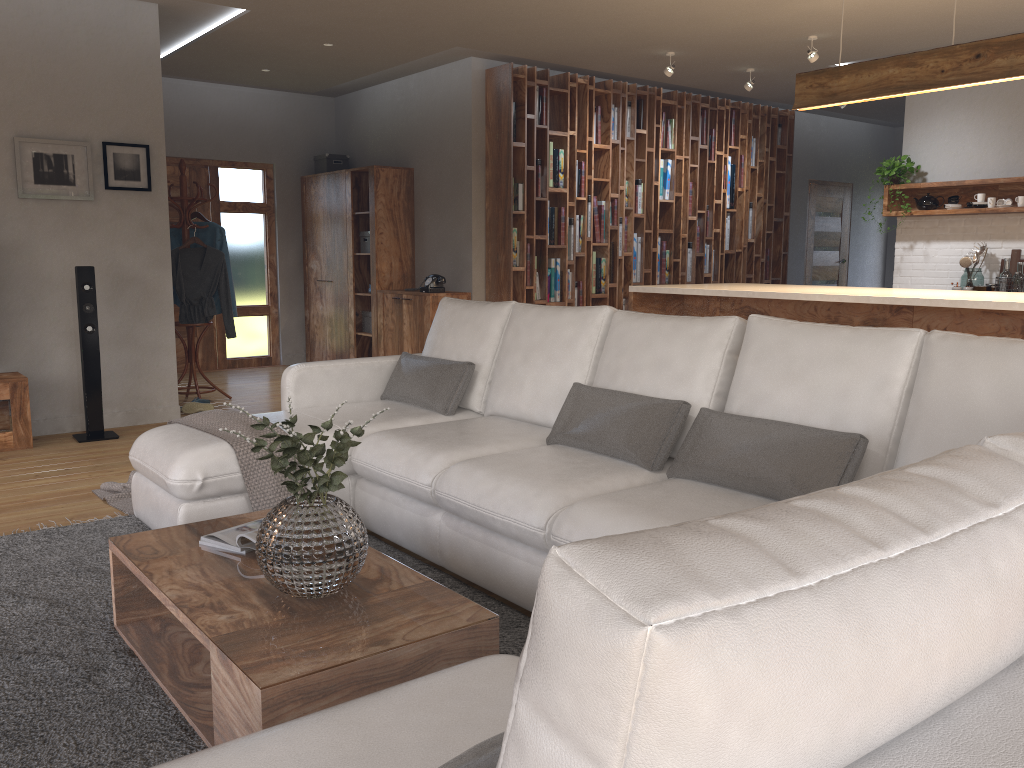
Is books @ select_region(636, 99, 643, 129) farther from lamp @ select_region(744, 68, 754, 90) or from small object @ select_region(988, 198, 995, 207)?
small object @ select_region(988, 198, 995, 207)

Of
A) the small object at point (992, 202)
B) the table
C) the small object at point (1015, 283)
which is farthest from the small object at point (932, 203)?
the table

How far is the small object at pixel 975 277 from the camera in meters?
6.8 m

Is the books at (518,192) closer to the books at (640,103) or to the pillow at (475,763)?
the books at (640,103)

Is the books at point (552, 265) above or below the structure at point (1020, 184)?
below

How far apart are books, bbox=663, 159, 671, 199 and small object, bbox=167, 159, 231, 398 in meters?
4.3 m

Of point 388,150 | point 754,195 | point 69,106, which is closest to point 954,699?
point 69,106

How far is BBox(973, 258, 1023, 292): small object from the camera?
6.5m

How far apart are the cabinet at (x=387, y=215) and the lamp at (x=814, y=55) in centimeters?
362cm

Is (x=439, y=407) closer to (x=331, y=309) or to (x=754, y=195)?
(x=331, y=309)
